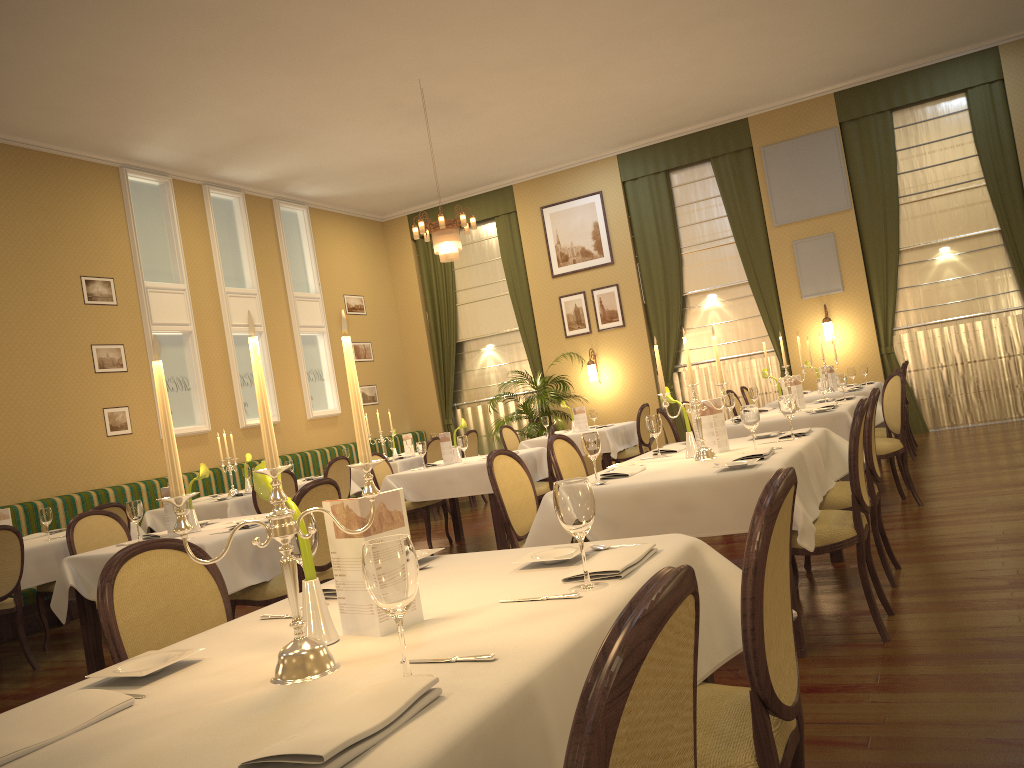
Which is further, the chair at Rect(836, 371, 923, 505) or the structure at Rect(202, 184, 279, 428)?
the structure at Rect(202, 184, 279, 428)

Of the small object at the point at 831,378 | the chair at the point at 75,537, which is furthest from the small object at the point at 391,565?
the small object at the point at 831,378

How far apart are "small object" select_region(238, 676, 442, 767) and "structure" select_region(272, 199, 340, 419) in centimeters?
1071cm

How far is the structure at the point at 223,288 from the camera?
10.66m

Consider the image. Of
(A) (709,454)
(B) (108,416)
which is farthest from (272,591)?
(B) (108,416)

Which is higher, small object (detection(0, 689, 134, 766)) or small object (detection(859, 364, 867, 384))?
small object (detection(859, 364, 867, 384))

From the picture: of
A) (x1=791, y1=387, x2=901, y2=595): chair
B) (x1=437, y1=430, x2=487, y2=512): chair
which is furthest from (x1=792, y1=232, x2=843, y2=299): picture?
(x1=791, y1=387, x2=901, y2=595): chair

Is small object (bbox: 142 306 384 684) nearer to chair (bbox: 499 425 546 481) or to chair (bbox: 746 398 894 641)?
chair (bbox: 746 398 894 641)

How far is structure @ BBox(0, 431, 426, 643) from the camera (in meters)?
7.07

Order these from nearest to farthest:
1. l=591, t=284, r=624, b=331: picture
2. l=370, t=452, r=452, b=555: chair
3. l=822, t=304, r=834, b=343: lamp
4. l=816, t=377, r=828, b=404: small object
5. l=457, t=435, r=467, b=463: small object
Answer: l=816, t=377, r=828, b=404: small object → l=457, t=435, r=467, b=463: small object → l=370, t=452, r=452, b=555: chair → l=822, t=304, r=834, b=343: lamp → l=591, t=284, r=624, b=331: picture
